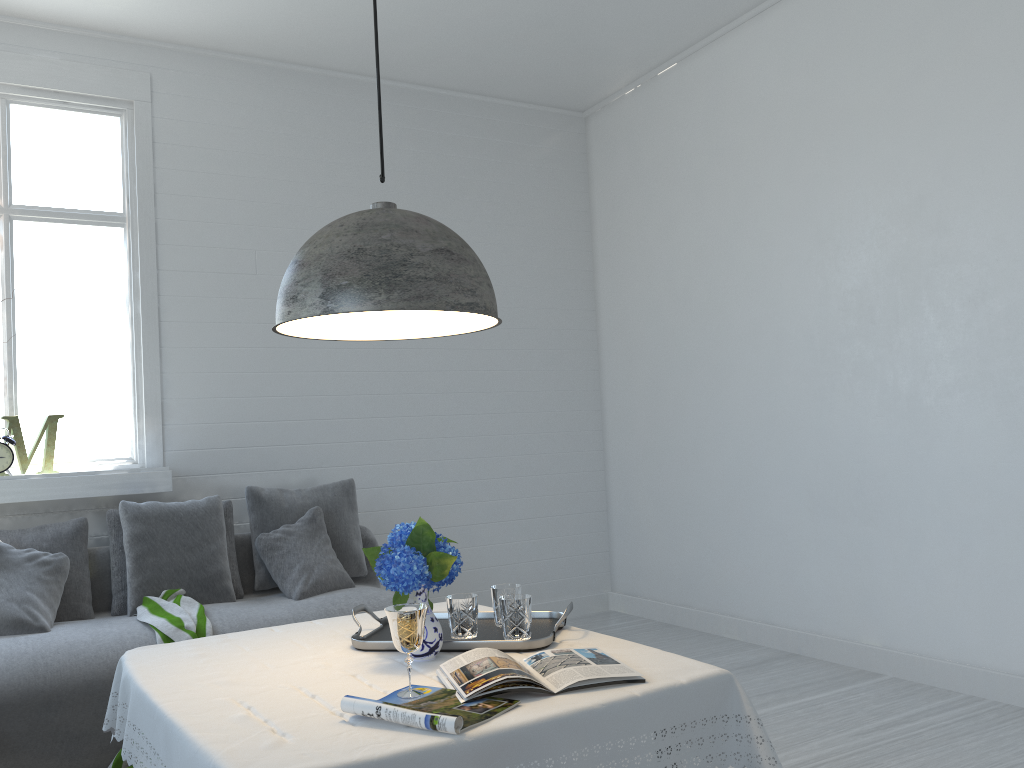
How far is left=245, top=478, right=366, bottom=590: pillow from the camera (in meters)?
4.80

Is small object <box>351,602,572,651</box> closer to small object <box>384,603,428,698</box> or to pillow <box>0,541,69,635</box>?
small object <box>384,603,428,698</box>

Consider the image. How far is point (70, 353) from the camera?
4.9 meters

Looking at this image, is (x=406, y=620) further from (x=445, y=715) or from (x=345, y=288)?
(x=345, y=288)

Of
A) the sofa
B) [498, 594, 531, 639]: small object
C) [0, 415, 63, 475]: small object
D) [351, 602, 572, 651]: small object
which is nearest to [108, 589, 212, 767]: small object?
the sofa

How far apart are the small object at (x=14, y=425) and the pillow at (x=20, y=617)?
0.6m

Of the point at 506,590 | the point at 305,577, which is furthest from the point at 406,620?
the point at 305,577

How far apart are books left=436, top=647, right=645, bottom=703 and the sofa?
2.1m

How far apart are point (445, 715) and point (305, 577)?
2.9m

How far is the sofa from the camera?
3.39m
